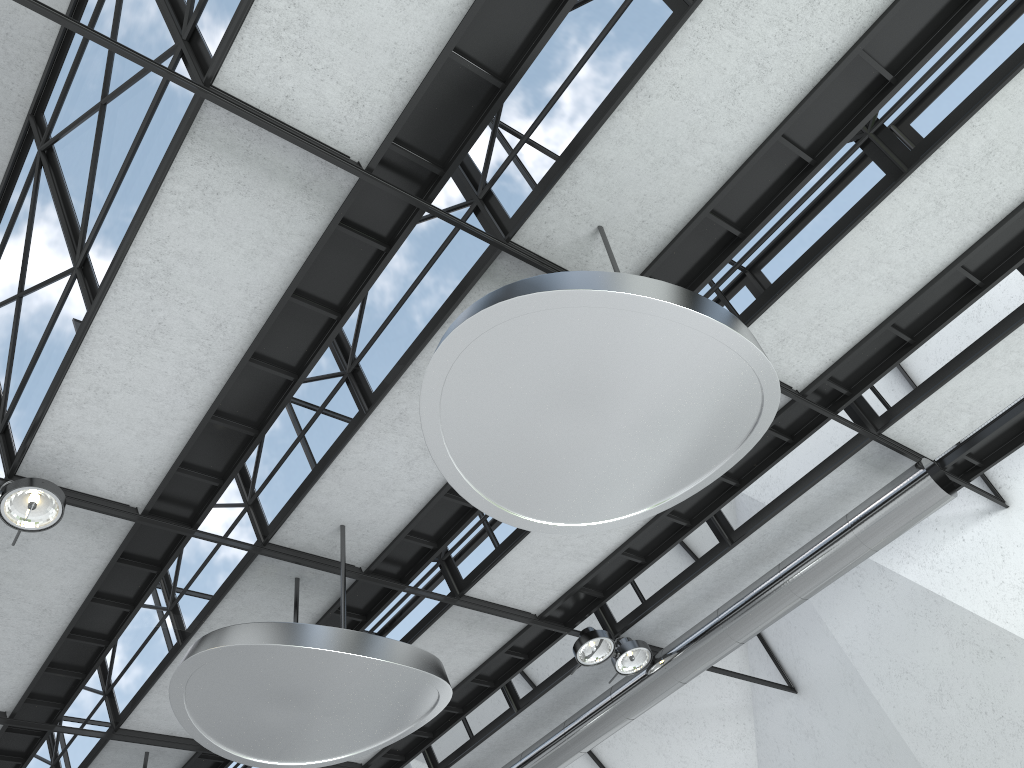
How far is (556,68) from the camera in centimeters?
2401cm

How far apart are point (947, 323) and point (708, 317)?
16.3 meters
